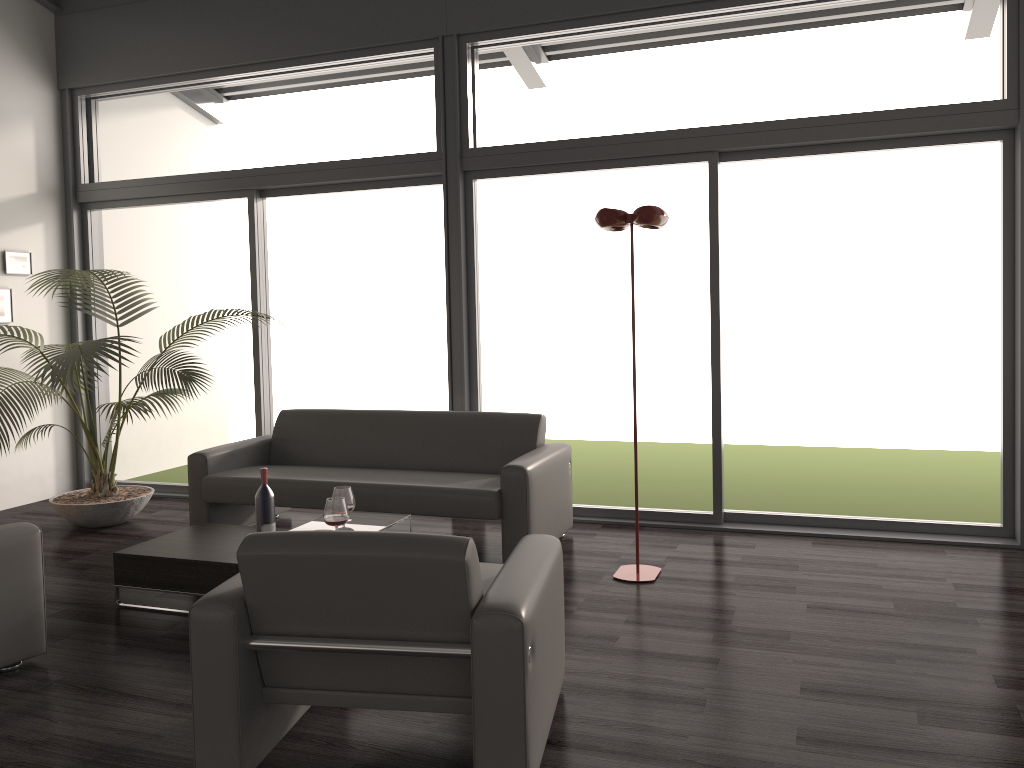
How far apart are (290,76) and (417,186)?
1.3 meters

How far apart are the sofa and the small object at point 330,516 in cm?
74

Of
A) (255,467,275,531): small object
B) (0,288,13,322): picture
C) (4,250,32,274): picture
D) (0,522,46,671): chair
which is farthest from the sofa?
(4,250,32,274): picture

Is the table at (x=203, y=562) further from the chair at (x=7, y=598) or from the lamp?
the lamp

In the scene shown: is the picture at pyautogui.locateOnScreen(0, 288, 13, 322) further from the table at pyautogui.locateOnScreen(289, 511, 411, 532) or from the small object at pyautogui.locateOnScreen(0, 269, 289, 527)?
the table at pyautogui.locateOnScreen(289, 511, 411, 532)

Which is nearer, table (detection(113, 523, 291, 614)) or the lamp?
table (detection(113, 523, 291, 614))

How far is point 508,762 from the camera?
2.3m

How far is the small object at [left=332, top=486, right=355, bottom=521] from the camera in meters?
4.1

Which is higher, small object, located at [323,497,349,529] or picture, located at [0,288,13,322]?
picture, located at [0,288,13,322]

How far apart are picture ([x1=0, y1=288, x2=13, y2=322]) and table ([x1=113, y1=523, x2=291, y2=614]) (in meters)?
2.84
